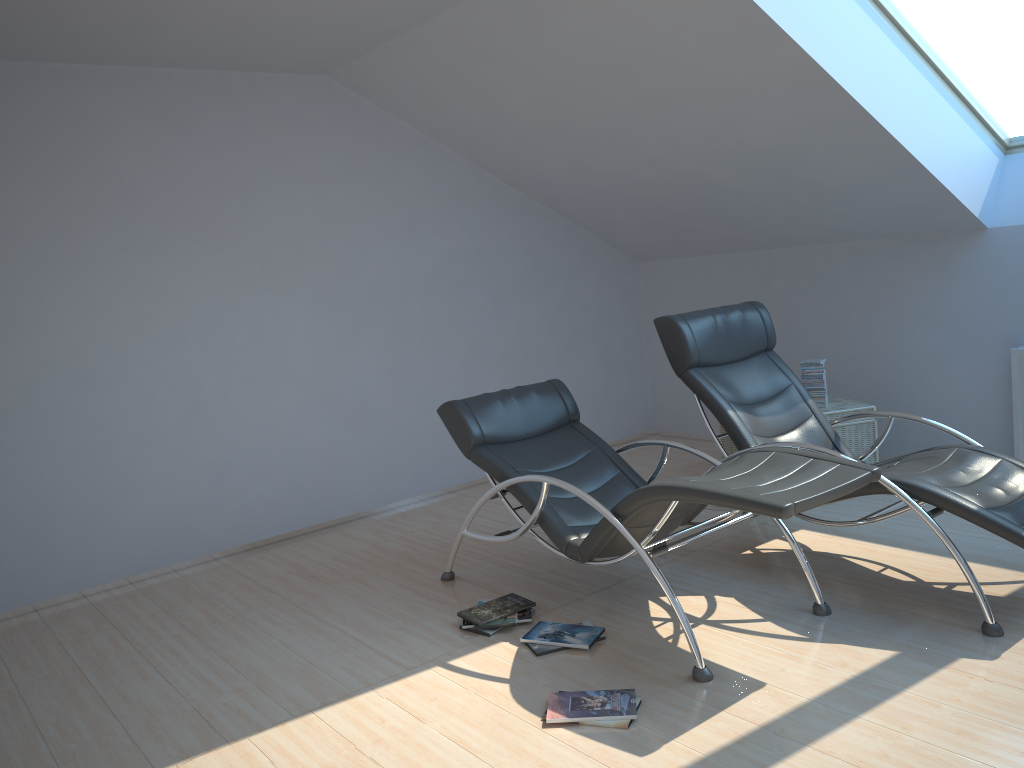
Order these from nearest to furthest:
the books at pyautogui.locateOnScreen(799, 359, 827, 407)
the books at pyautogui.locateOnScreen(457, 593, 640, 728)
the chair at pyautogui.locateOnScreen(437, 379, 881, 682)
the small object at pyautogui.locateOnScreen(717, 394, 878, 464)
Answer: the books at pyautogui.locateOnScreen(457, 593, 640, 728) → the chair at pyautogui.locateOnScreen(437, 379, 881, 682) → the small object at pyautogui.locateOnScreen(717, 394, 878, 464) → the books at pyautogui.locateOnScreen(799, 359, 827, 407)

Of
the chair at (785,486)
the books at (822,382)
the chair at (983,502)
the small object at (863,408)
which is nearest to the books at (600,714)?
the chair at (785,486)

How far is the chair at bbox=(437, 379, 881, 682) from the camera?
3.22m

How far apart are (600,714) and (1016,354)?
3.60m

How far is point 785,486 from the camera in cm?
322

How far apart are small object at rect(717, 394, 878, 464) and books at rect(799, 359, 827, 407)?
0.0m

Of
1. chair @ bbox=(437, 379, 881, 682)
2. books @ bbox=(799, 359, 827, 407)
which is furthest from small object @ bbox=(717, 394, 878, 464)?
chair @ bbox=(437, 379, 881, 682)

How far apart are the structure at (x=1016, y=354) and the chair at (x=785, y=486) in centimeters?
230cm

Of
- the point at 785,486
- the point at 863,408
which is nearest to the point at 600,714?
the point at 785,486

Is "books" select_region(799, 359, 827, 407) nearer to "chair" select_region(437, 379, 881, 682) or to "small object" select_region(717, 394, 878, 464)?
"small object" select_region(717, 394, 878, 464)
